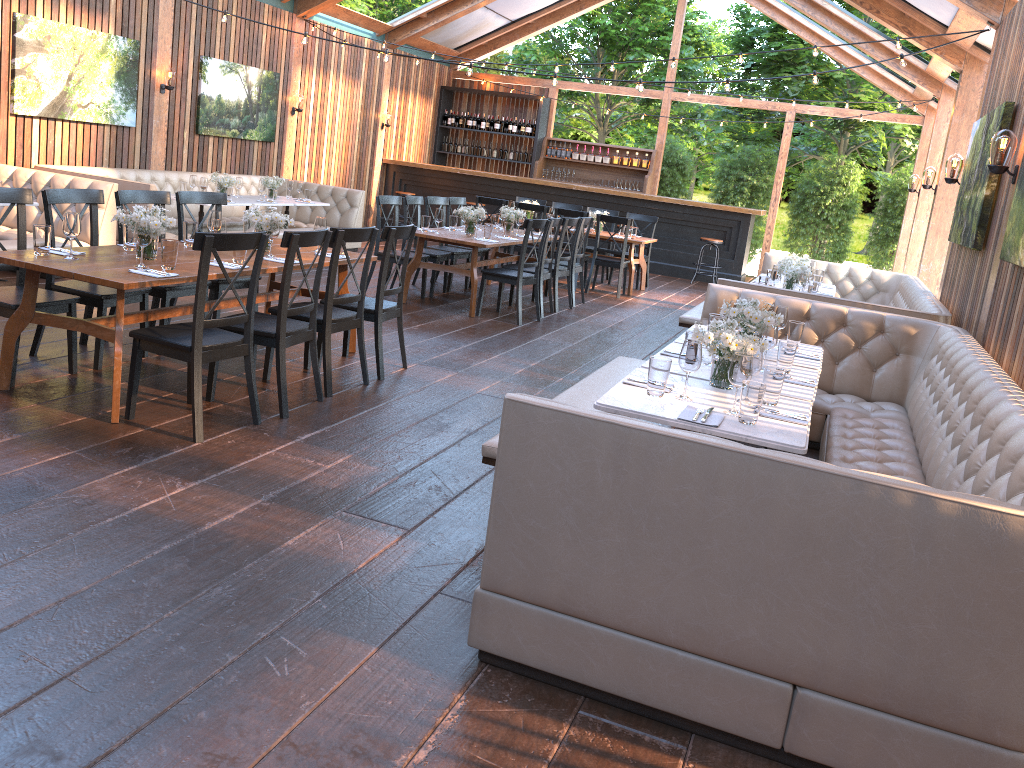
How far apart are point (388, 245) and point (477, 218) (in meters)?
3.13

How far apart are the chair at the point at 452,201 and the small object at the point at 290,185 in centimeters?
234cm

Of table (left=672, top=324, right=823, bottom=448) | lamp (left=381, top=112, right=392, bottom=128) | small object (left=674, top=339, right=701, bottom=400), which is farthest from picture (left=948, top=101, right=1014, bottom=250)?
lamp (left=381, top=112, right=392, bottom=128)

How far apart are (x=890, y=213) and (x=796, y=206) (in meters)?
1.68

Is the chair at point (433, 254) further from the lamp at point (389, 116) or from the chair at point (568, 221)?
the lamp at point (389, 116)

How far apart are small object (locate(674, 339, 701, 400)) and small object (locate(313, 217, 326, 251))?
3.40m

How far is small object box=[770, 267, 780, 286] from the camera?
7.7 meters

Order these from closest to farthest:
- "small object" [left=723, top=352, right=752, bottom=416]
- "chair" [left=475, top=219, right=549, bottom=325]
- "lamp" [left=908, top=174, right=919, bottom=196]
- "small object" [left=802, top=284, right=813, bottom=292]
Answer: "small object" [left=723, top=352, right=752, bottom=416] → "small object" [left=802, top=284, right=813, bottom=292] → "chair" [left=475, top=219, right=549, bottom=325] → "lamp" [left=908, top=174, right=919, bottom=196]

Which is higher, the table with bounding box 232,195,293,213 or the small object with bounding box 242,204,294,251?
the small object with bounding box 242,204,294,251

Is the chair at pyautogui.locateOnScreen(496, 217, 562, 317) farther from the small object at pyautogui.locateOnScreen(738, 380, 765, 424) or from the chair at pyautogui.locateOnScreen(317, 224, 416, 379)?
the small object at pyautogui.locateOnScreen(738, 380, 765, 424)
